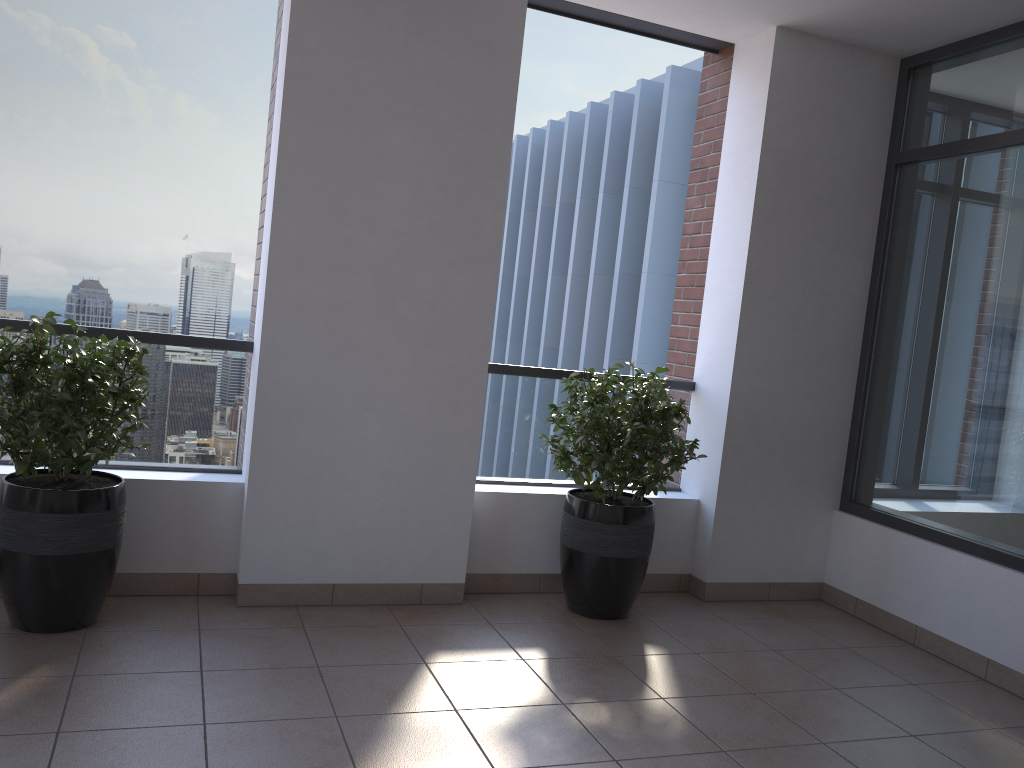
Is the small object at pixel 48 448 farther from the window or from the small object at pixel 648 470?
the window

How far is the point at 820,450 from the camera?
4.7 meters

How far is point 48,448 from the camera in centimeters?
312cm

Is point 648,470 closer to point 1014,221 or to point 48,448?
point 1014,221

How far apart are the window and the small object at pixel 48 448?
3.51m

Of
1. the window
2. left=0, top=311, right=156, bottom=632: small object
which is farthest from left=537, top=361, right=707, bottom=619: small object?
left=0, top=311, right=156, bottom=632: small object

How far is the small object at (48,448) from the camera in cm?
312

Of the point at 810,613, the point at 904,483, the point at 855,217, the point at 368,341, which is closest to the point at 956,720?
the point at 810,613

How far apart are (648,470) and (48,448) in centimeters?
237cm

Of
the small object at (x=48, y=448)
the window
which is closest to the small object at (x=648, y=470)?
the window
